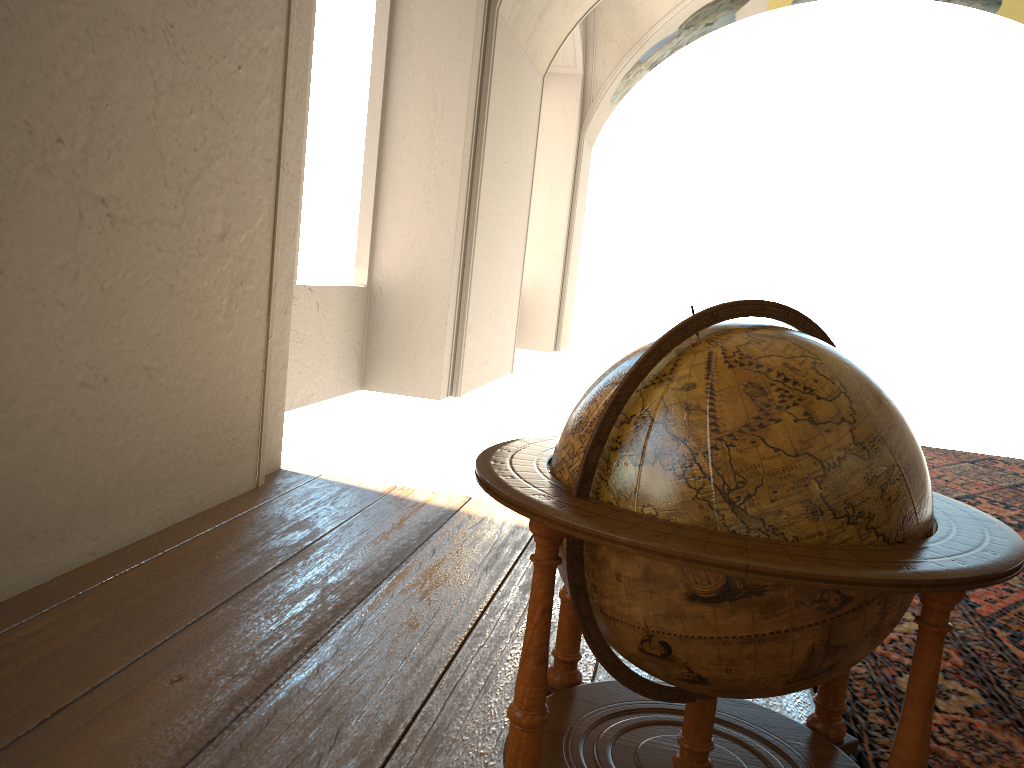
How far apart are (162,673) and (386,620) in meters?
0.9

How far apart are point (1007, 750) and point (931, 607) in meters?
1.7 m

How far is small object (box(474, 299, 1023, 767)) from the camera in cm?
173

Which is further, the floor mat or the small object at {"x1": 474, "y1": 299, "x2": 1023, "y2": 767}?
the floor mat

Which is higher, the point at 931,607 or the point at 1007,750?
the point at 931,607

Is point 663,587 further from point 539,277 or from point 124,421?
point 539,277

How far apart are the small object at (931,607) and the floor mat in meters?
0.3 m

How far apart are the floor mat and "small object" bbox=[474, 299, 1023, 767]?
0.3m

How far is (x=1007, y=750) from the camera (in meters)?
2.99

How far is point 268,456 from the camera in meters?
5.7 m
